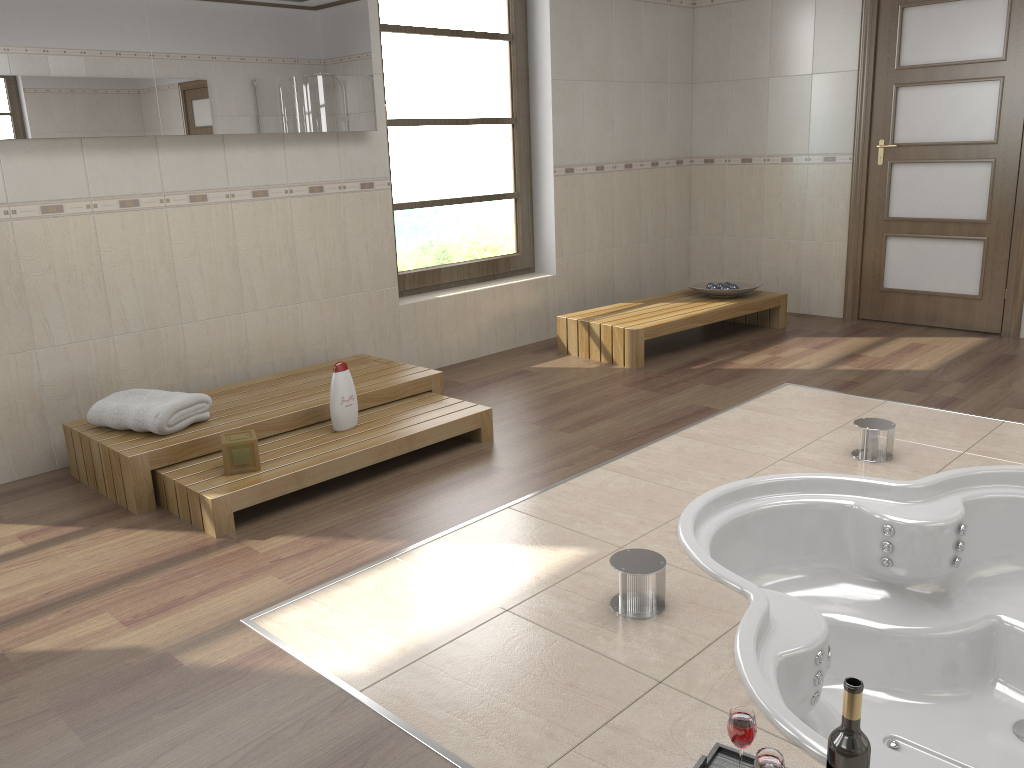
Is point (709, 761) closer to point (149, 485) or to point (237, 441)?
point (237, 441)

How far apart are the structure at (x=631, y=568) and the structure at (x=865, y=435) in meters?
1.4 m

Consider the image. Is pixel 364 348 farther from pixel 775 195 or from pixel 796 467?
pixel 775 195

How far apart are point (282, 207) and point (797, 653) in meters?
3.0

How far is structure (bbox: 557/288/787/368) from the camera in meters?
4.9

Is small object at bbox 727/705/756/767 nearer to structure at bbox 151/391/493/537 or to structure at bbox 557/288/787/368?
structure at bbox 151/391/493/537

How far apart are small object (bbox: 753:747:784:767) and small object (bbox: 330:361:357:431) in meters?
2.3 m

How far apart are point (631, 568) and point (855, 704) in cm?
87

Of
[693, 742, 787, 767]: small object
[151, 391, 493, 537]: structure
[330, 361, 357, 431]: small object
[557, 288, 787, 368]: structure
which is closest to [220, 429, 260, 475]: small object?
[151, 391, 493, 537]: structure

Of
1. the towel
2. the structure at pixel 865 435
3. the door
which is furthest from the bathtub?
the door
